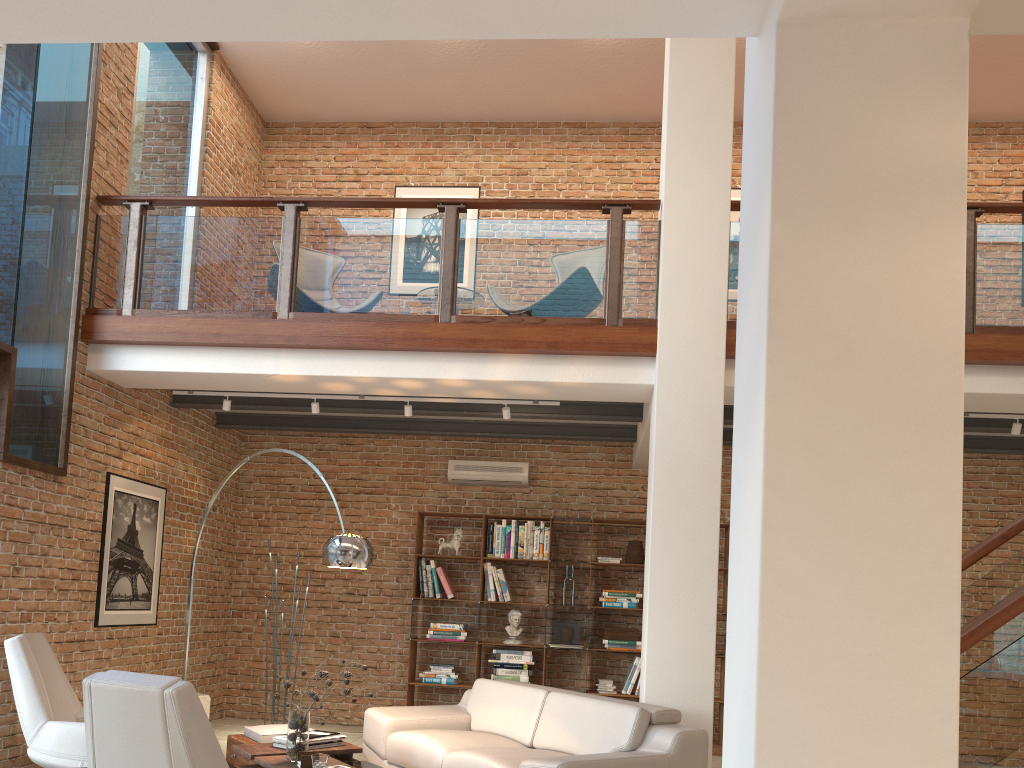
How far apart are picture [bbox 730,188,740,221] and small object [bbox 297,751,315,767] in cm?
697

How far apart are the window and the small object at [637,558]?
4.9m

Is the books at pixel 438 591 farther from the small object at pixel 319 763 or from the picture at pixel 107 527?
the small object at pixel 319 763

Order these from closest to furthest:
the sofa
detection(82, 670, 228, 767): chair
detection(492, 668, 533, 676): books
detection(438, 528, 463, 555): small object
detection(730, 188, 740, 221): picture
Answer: detection(82, 670, 228, 767): chair < the sofa < detection(492, 668, 533, 676): books < detection(438, 528, 463, 555): small object < detection(730, 188, 740, 221): picture

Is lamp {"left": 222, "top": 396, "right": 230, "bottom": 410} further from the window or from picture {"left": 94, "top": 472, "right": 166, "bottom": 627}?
the window

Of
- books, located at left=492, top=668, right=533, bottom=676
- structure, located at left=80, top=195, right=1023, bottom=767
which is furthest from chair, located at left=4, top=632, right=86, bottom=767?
books, located at left=492, top=668, right=533, bottom=676

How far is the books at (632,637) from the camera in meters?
8.1 m

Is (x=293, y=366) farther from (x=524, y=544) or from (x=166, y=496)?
(x=524, y=544)

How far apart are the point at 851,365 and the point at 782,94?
0.7m

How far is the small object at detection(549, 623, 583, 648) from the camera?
8.1m
